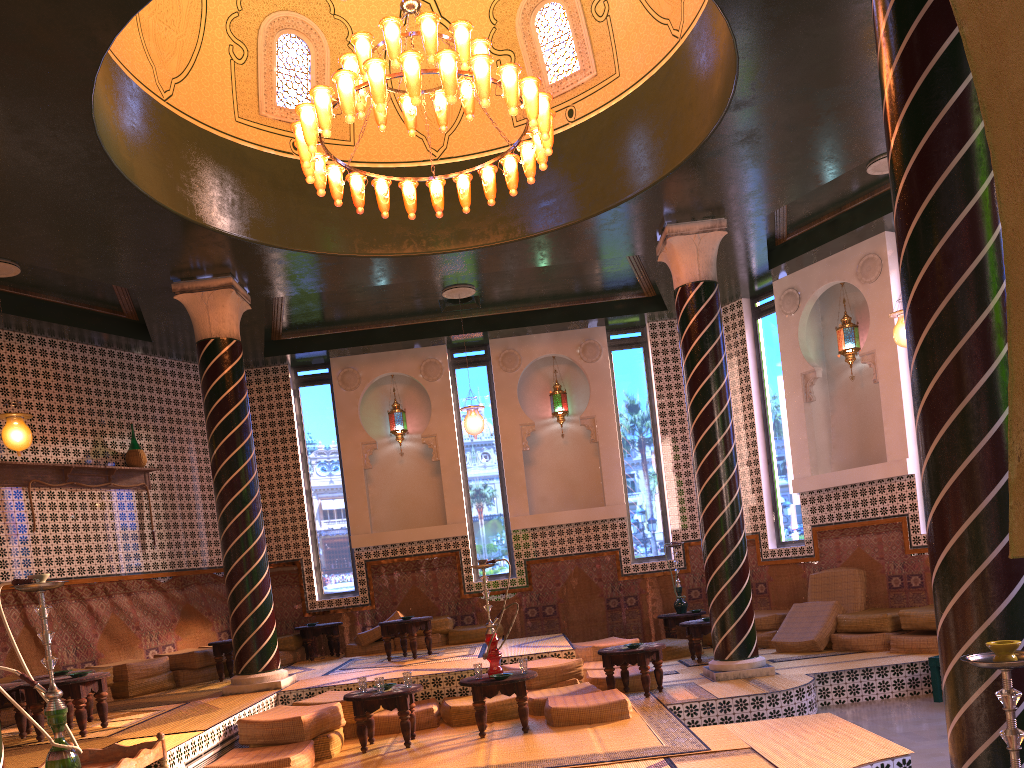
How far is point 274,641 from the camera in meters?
10.9 m

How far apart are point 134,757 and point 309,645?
9.4 meters

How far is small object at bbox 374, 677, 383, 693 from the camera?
8.5m

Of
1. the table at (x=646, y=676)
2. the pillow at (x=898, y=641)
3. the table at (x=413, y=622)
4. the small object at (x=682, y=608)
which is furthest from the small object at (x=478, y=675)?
the small object at (x=682, y=608)

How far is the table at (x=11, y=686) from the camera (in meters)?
8.41

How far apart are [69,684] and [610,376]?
10.1m

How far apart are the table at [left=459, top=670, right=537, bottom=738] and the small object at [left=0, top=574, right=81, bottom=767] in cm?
424

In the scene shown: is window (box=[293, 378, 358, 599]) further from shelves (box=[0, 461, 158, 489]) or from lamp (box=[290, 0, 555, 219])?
lamp (box=[290, 0, 555, 219])

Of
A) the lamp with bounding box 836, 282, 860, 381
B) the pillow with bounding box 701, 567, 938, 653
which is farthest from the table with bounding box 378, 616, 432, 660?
the lamp with bounding box 836, 282, 860, 381

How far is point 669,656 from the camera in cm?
1308
